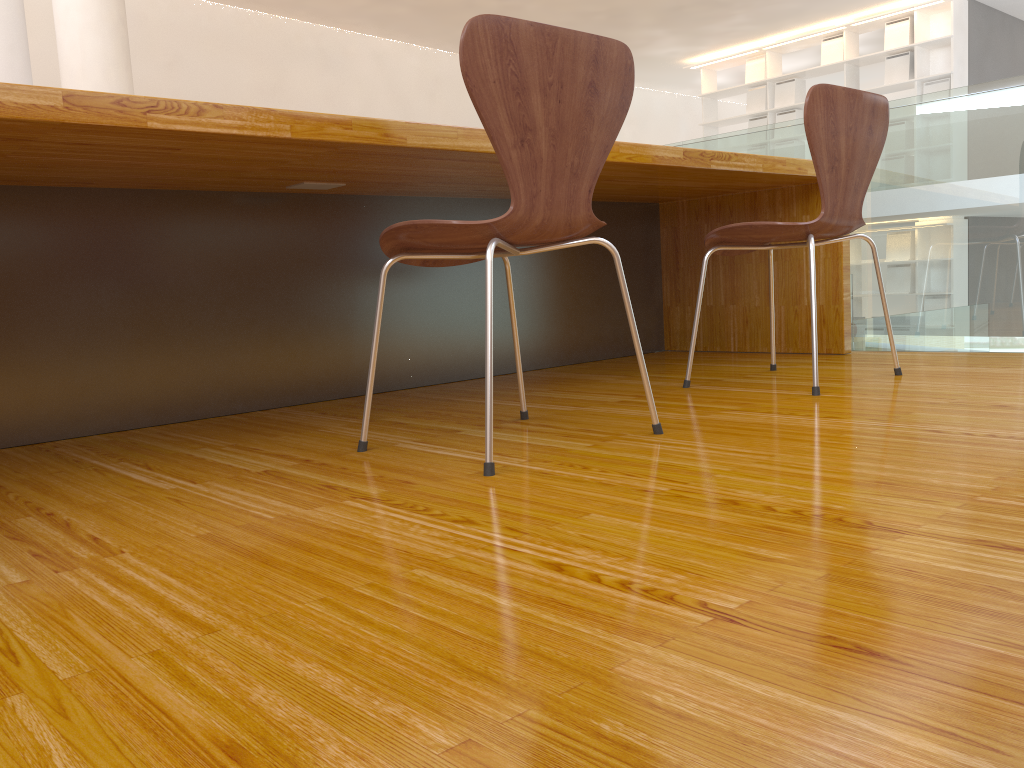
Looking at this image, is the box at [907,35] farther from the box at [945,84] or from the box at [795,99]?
the box at [795,99]

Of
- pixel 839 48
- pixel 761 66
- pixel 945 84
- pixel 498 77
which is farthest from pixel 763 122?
pixel 498 77

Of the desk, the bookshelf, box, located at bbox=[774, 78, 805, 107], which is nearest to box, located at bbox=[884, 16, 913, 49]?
the bookshelf

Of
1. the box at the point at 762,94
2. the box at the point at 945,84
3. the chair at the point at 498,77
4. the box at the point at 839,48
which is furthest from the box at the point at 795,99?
the chair at the point at 498,77

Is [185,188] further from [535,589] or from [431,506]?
[535,589]

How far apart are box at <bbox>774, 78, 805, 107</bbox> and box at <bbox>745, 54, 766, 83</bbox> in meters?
0.2

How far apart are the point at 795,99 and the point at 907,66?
1.22m

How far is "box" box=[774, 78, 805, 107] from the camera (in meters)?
9.61

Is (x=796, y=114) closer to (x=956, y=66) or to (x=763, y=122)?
(x=763, y=122)

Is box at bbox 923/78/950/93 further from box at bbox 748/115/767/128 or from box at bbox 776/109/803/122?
box at bbox 748/115/767/128
